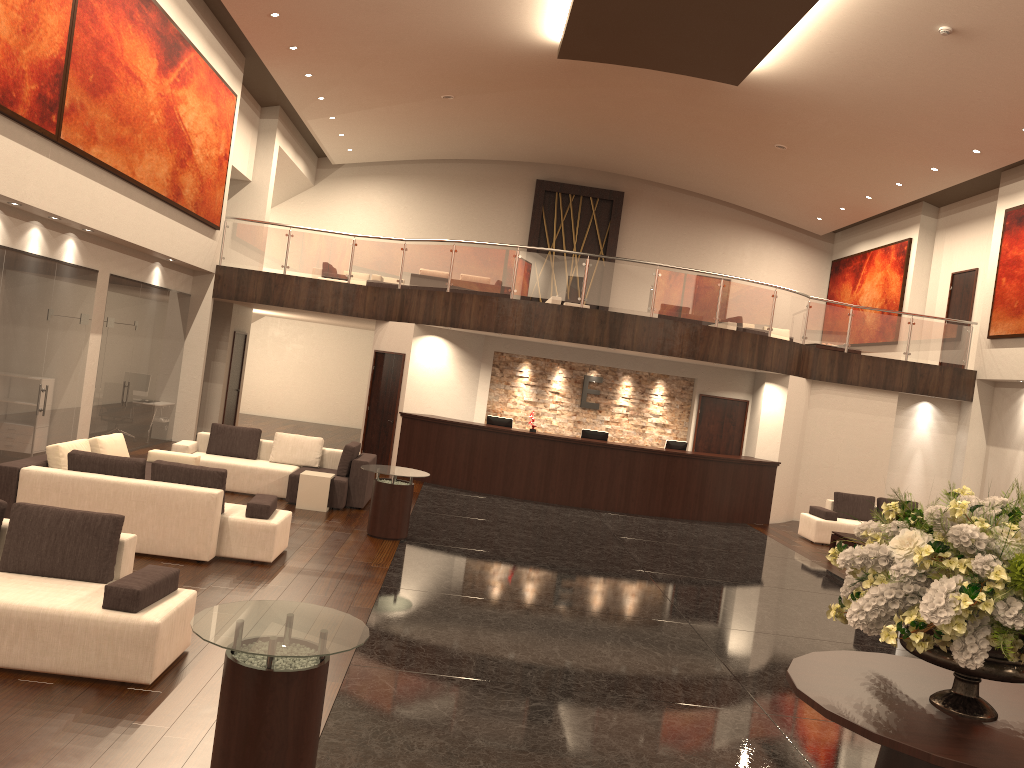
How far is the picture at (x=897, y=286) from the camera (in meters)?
21.20

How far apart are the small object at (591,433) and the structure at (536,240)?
10.4 meters

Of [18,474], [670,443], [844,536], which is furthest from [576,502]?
[18,474]

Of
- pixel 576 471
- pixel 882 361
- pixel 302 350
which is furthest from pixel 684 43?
pixel 302 350

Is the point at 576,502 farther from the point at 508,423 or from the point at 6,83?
the point at 6,83

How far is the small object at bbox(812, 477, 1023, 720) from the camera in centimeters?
347cm

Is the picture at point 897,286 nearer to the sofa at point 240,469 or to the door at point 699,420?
the door at point 699,420

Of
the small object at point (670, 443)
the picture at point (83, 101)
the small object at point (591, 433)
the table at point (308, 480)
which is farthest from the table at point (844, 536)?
the picture at point (83, 101)

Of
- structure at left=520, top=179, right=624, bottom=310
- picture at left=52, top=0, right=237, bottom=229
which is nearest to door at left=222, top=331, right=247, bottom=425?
picture at left=52, top=0, right=237, bottom=229

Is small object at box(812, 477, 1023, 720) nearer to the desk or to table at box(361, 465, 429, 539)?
table at box(361, 465, 429, 539)
